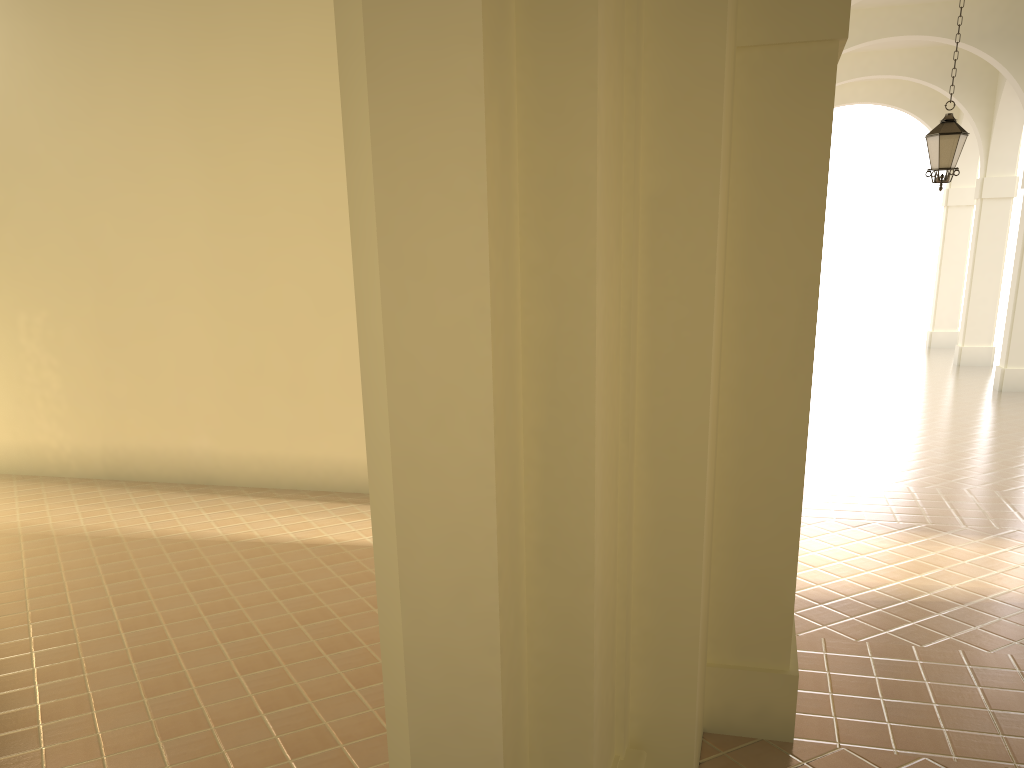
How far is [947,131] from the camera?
11.01m

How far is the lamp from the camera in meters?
11.0

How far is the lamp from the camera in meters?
11.0 m
